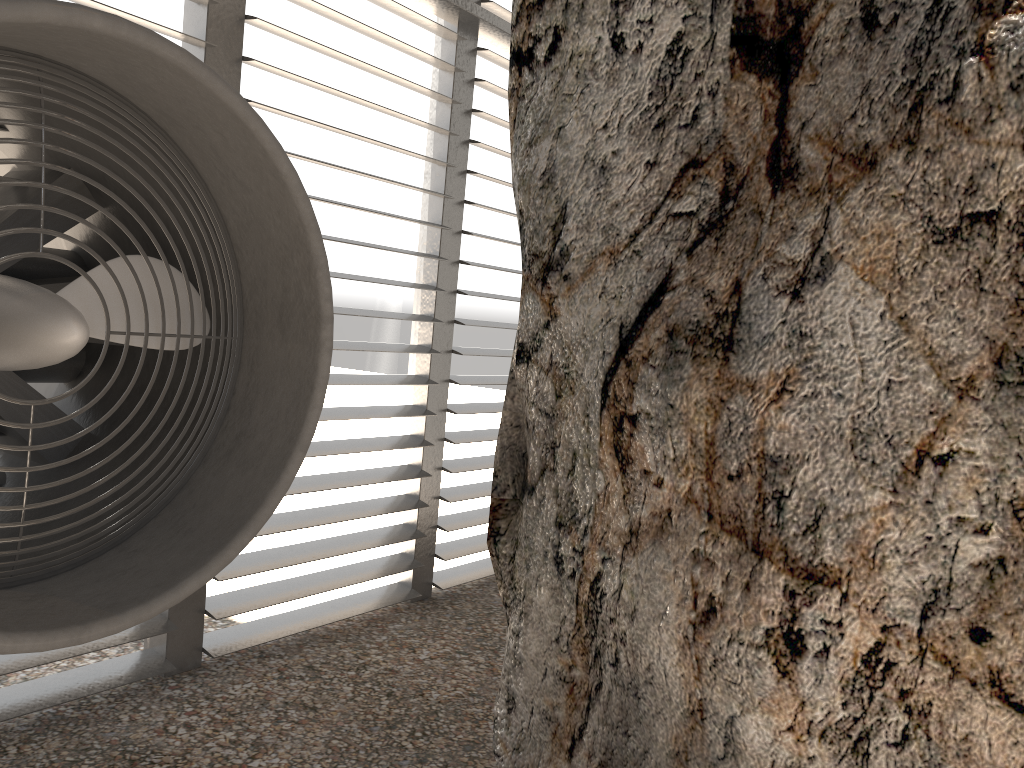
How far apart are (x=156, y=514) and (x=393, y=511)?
2.3m
